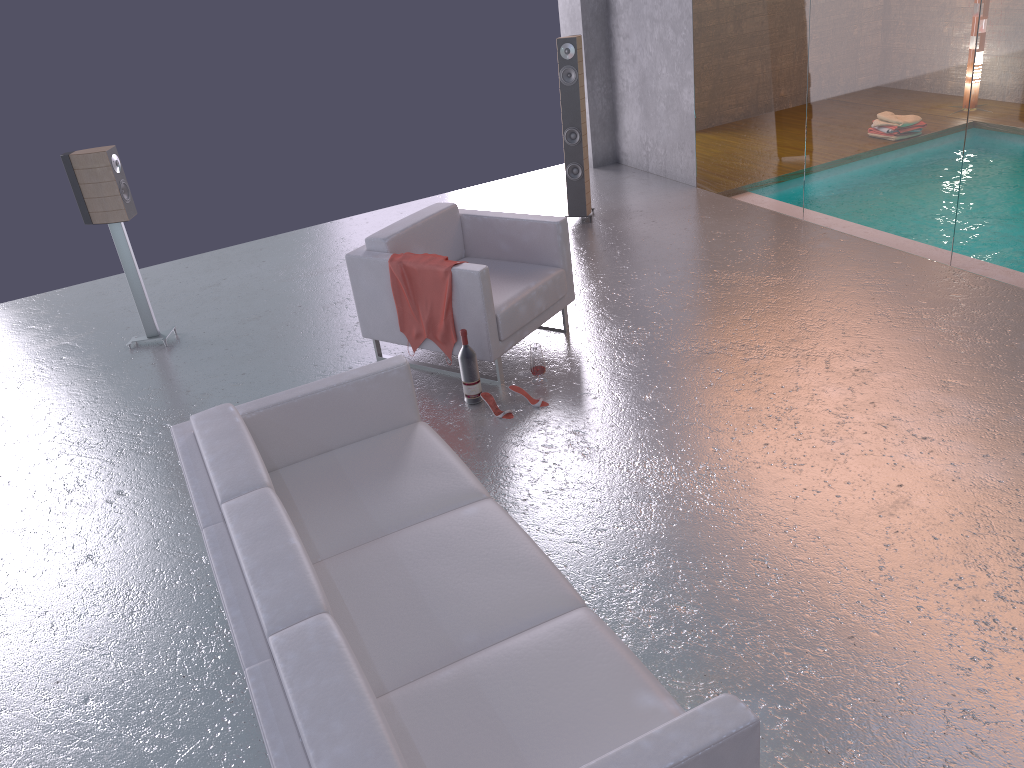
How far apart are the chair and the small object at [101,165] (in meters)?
1.69

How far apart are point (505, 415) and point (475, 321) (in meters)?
0.56

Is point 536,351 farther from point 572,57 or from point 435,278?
point 572,57

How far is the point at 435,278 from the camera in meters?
4.9 m

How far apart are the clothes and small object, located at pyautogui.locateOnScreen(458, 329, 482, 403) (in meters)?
0.24

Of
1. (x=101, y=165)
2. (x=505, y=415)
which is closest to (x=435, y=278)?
(x=505, y=415)

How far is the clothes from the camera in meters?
4.9

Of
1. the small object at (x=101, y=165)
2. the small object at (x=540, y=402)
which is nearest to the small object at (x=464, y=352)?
the small object at (x=540, y=402)

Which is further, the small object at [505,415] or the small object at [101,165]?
the small object at [101,165]

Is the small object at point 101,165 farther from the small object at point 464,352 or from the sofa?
the sofa
